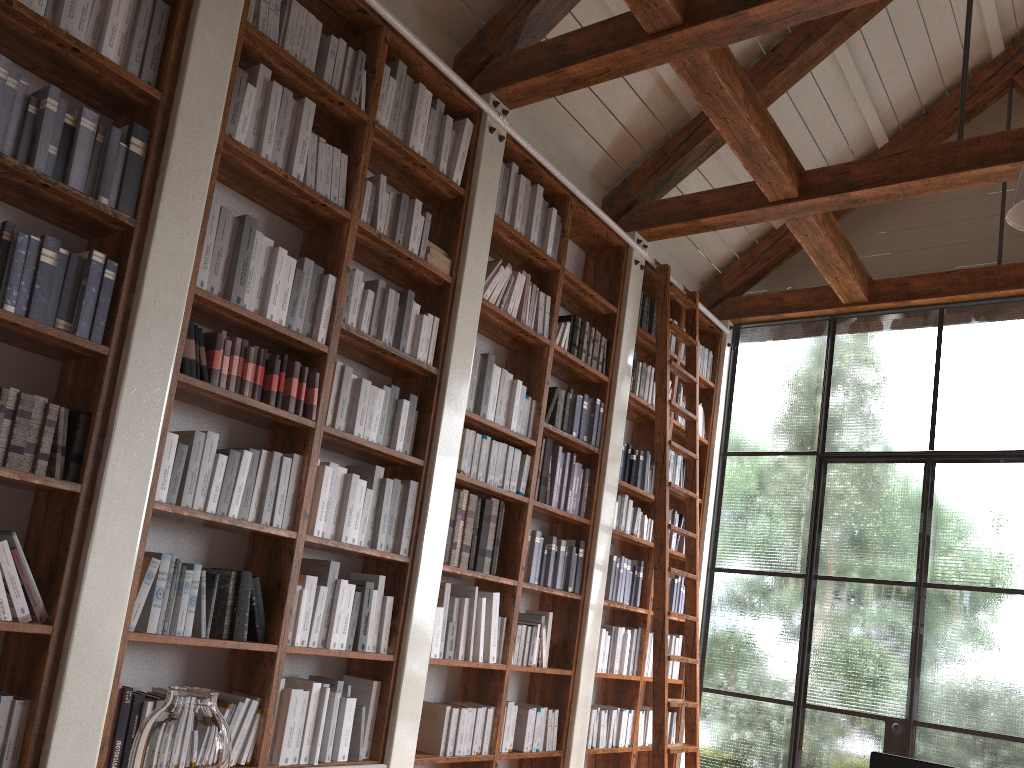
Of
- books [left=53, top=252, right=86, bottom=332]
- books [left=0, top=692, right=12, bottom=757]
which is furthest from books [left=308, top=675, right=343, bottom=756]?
books [left=53, top=252, right=86, bottom=332]

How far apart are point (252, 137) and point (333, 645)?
2.0m

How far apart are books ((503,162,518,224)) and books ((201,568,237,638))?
2.3m

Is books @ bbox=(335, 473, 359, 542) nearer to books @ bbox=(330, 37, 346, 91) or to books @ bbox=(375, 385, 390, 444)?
books @ bbox=(375, 385, 390, 444)

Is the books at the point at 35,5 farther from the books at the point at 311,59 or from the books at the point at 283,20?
the books at the point at 311,59

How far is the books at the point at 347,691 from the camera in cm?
358

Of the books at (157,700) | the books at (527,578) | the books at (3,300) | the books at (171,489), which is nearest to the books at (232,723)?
the books at (157,700)

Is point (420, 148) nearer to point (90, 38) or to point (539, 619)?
point (90, 38)

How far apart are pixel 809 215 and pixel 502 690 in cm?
316

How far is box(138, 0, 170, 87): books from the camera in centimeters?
298cm
